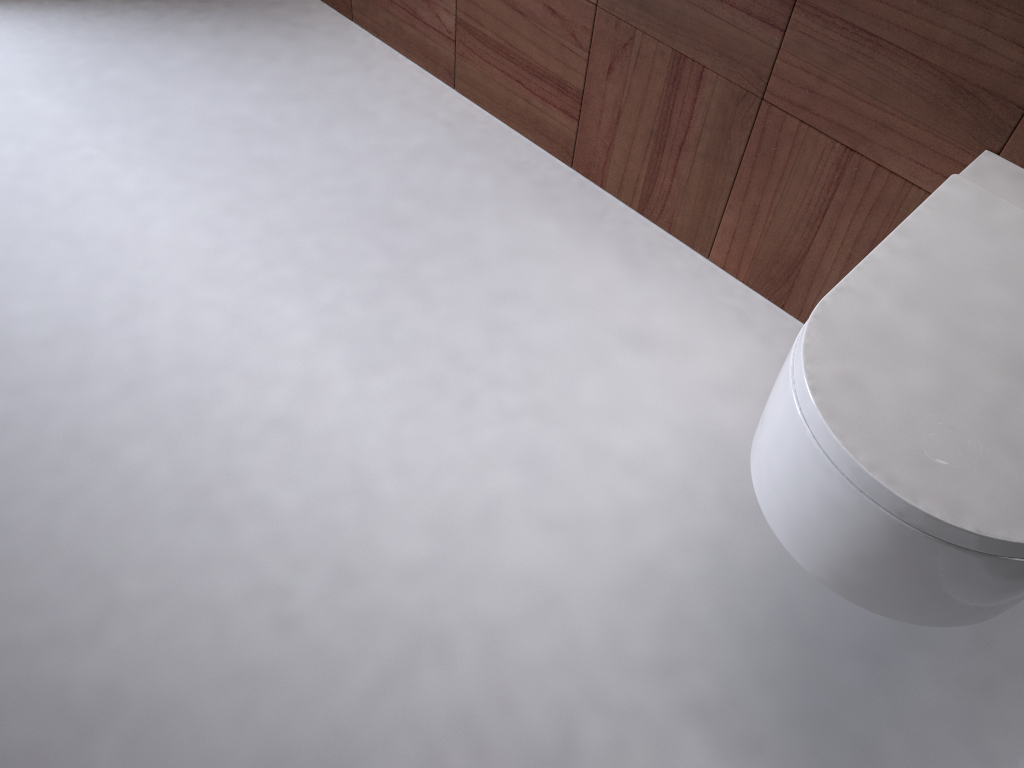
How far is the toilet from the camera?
0.7m

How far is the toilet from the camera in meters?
0.7 m

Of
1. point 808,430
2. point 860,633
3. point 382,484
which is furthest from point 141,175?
point 860,633
